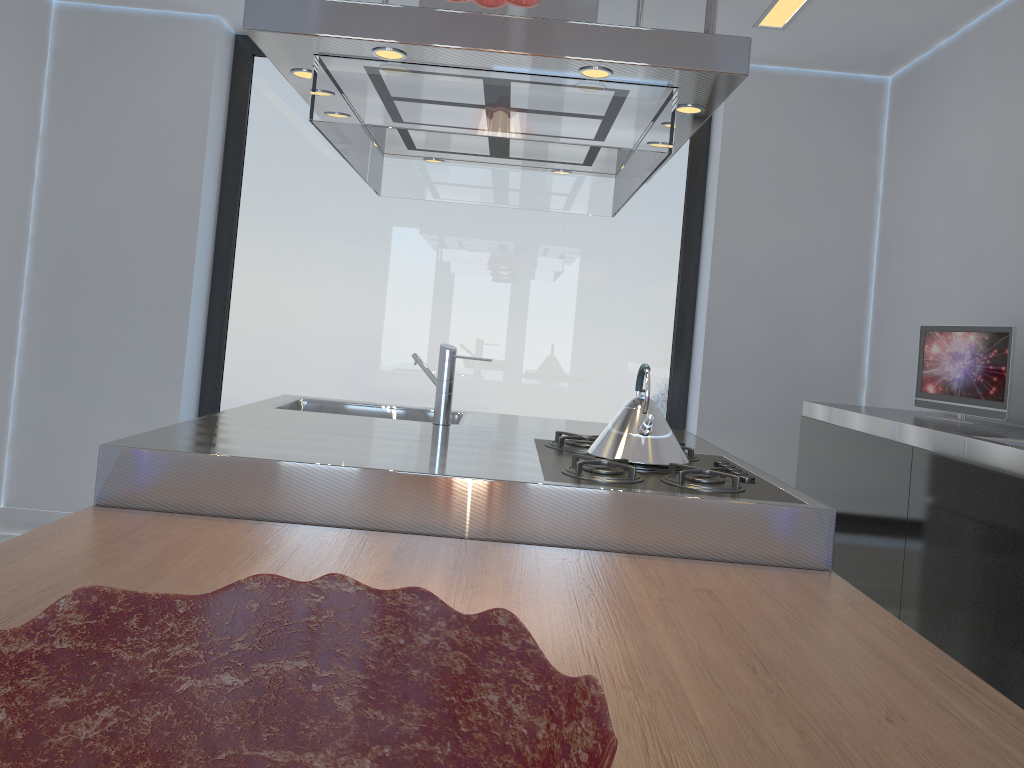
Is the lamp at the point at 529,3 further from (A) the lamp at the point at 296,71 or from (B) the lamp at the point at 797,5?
(B) the lamp at the point at 797,5

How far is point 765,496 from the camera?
1.9m

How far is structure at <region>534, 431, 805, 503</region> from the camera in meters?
1.9 m

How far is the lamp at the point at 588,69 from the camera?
1.9 meters

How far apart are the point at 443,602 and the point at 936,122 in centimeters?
356cm

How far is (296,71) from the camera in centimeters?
207cm

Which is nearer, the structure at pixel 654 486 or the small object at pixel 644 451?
the structure at pixel 654 486

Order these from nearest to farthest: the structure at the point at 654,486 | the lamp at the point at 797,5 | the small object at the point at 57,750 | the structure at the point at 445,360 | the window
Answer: the small object at the point at 57,750 < the structure at the point at 654,486 < the structure at the point at 445,360 < the lamp at the point at 797,5 < the window

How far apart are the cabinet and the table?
0.51m

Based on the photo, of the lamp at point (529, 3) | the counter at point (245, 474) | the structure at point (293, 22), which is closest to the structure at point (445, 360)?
the counter at point (245, 474)
